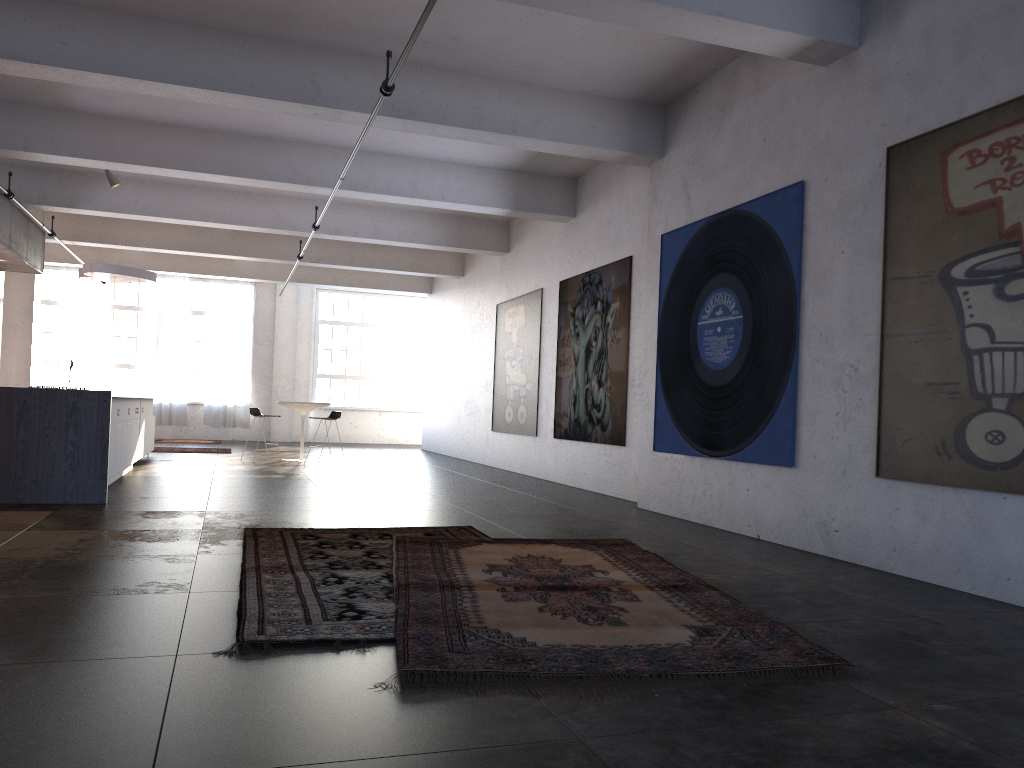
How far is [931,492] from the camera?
5.13m

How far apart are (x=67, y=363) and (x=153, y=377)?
2.7 meters

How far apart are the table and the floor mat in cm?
859

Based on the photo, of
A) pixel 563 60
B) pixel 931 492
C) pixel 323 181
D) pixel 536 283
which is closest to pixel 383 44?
pixel 563 60

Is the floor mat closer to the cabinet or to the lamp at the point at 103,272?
the cabinet

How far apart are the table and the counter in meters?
6.4

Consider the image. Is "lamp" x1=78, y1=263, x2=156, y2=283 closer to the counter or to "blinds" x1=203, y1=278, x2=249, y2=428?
the counter

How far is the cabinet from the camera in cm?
918

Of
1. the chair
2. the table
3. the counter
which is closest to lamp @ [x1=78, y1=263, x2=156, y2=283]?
the chair

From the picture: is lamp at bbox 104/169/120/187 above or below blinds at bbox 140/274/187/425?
above
